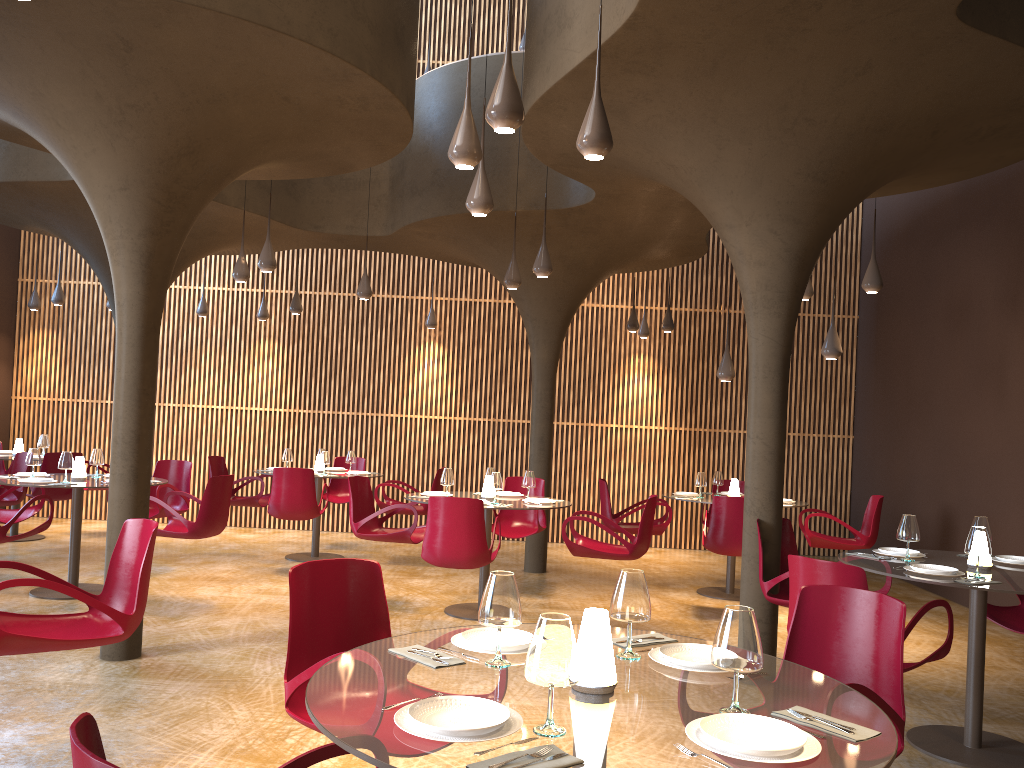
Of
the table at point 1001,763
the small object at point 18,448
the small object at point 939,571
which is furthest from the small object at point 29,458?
the small object at point 939,571

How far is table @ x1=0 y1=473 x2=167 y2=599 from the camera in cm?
852

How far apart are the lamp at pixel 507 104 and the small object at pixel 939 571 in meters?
3.4 m

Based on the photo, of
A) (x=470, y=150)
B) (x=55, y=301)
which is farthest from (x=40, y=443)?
(x=470, y=150)

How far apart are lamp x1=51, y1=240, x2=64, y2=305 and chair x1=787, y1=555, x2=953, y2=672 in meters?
12.0 m

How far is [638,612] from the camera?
2.9 meters

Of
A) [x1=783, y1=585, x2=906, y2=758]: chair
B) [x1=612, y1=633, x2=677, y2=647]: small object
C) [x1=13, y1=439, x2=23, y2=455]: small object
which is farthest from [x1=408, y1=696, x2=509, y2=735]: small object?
[x1=13, y1=439, x2=23, y2=455]: small object

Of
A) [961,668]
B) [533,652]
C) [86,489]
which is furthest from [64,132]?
[961,668]

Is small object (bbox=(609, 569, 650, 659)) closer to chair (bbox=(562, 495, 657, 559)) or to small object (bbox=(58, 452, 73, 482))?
chair (bbox=(562, 495, 657, 559))

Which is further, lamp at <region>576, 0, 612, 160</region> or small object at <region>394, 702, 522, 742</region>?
lamp at <region>576, 0, 612, 160</region>
